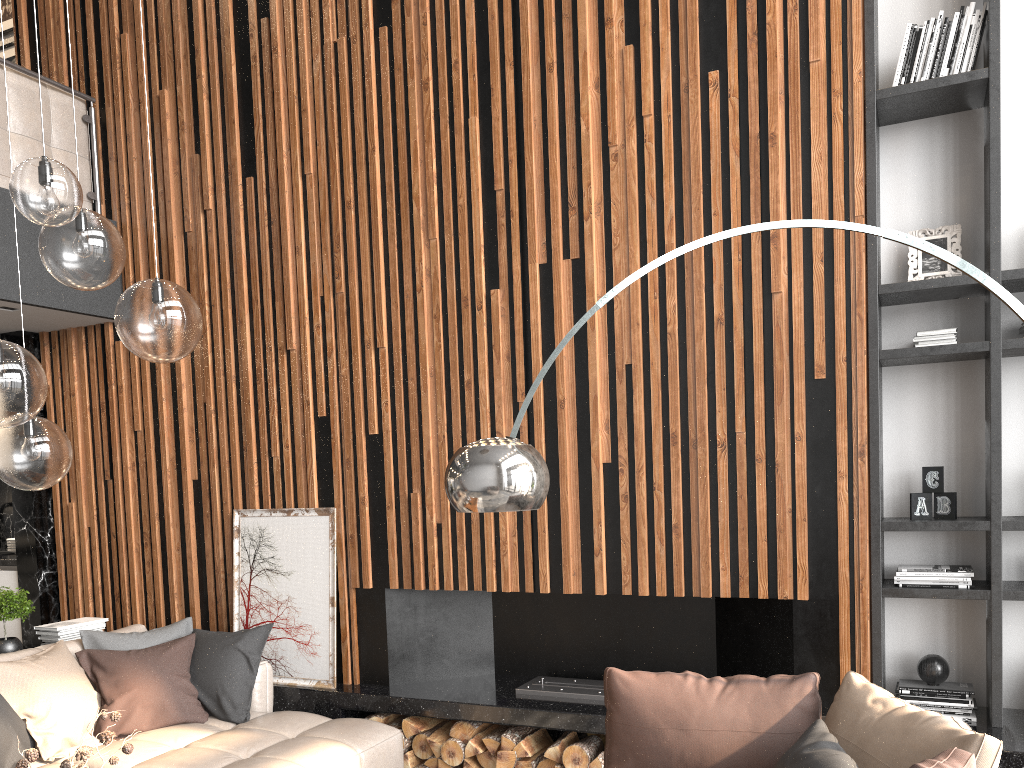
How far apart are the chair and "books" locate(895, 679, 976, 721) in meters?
1.1 m

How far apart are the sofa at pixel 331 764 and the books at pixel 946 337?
3.0 meters

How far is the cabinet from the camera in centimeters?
567cm

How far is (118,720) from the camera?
4.2 meters

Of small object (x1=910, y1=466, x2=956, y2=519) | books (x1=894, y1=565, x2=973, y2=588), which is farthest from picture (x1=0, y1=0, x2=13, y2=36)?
books (x1=894, y1=565, x2=973, y2=588)

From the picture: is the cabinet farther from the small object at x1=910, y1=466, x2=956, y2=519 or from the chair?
the small object at x1=910, y1=466, x2=956, y2=519

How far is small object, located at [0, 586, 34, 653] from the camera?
4.5 meters

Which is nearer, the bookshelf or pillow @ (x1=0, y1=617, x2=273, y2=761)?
the bookshelf

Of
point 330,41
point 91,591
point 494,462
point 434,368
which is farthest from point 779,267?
point 91,591

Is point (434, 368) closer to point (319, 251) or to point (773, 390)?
point (319, 251)
